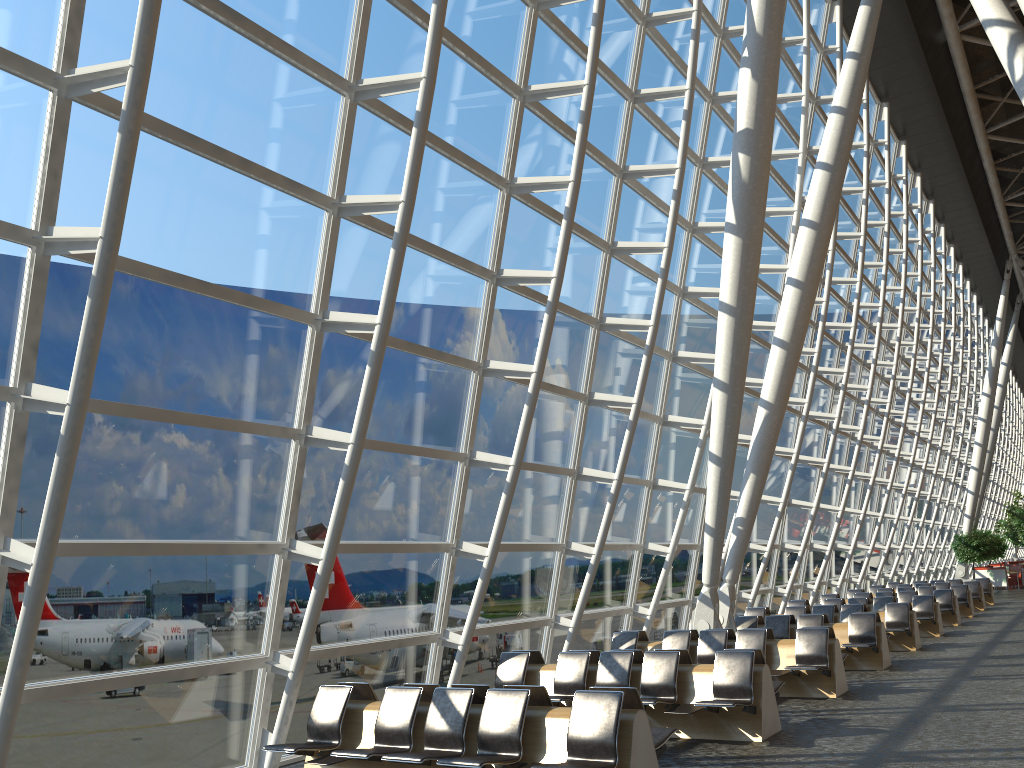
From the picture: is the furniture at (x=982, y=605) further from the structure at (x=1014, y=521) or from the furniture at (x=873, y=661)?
the structure at (x=1014, y=521)

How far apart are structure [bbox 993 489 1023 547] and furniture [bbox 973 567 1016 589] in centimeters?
176cm

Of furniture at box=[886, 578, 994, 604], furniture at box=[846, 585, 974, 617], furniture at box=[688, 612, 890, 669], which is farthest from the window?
furniture at box=[886, 578, 994, 604]

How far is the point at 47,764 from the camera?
A: 6.7m

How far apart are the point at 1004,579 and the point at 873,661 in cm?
3021

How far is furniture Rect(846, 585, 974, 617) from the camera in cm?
2335

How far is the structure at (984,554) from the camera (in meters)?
38.50

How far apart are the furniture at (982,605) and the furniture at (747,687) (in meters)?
19.51

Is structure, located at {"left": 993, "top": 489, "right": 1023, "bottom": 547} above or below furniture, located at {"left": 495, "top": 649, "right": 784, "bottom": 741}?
above

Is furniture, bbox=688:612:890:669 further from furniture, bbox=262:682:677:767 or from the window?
furniture, bbox=262:682:677:767
